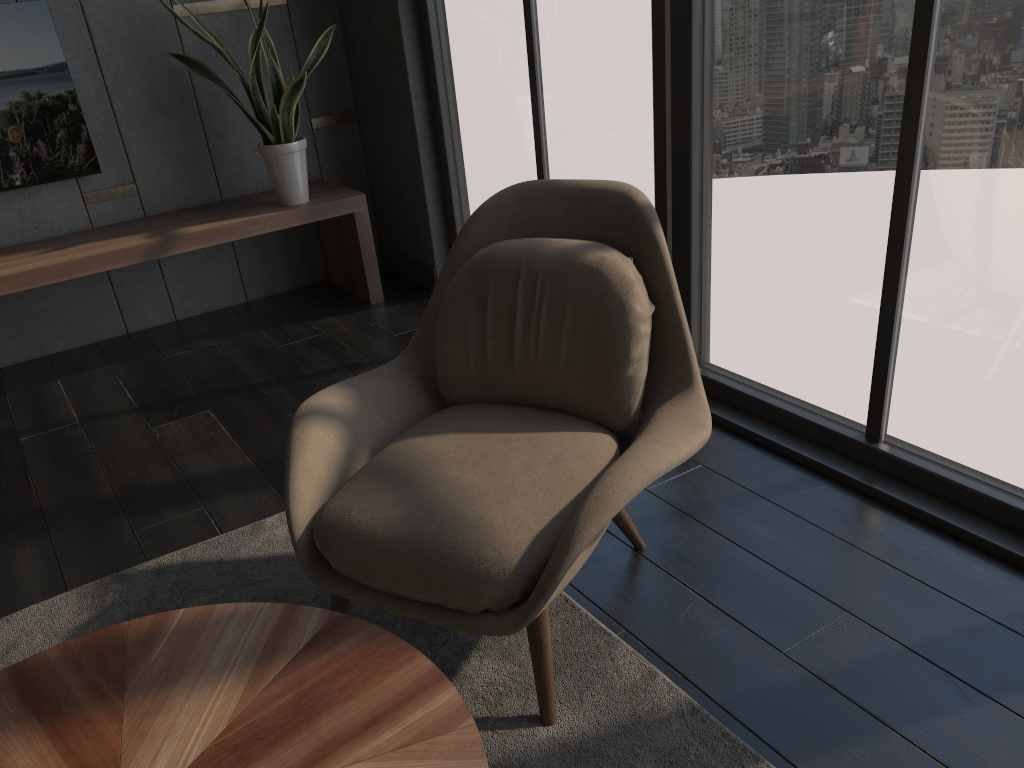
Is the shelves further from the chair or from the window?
the chair

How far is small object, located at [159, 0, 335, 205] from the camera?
3.54m

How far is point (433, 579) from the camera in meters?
1.6 m

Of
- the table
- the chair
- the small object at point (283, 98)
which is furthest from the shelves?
the table

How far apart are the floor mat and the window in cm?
85

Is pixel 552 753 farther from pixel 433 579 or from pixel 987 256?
pixel 987 256

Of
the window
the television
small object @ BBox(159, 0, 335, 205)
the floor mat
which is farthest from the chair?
the television

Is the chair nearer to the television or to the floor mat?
the floor mat

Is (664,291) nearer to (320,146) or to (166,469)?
(166,469)

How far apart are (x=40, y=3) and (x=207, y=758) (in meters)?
3.38
